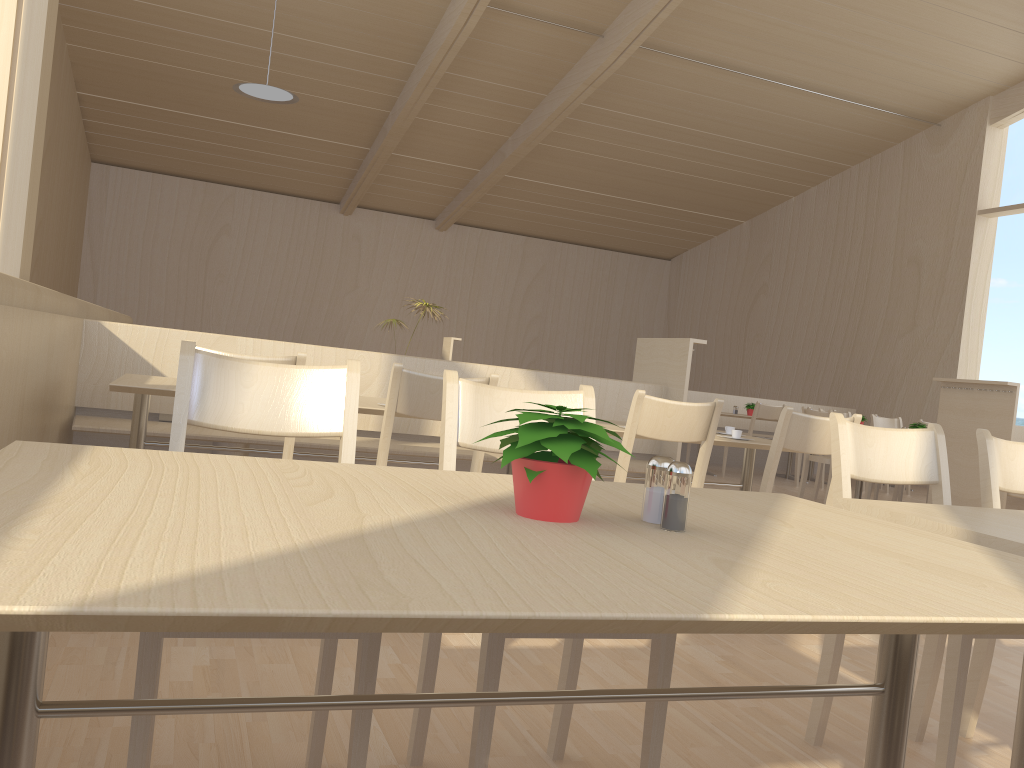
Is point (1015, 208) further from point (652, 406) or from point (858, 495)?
point (652, 406)

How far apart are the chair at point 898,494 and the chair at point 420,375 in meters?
5.8

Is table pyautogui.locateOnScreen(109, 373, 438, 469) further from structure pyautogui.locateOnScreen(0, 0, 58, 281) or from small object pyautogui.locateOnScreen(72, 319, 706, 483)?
structure pyautogui.locateOnScreen(0, 0, 58, 281)

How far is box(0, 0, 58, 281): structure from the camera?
3.6m

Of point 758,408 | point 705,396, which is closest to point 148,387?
point 758,408

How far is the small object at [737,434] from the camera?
3.65m

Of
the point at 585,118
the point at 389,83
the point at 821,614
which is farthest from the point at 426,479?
the point at 585,118

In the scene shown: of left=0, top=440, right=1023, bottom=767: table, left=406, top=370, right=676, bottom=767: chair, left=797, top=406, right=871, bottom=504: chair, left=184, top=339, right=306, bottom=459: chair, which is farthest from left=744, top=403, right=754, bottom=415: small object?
left=0, top=440, right=1023, bottom=767: table

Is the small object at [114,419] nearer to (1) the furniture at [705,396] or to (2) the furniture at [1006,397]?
(2) the furniture at [1006,397]

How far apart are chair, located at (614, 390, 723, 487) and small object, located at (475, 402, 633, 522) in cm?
180
